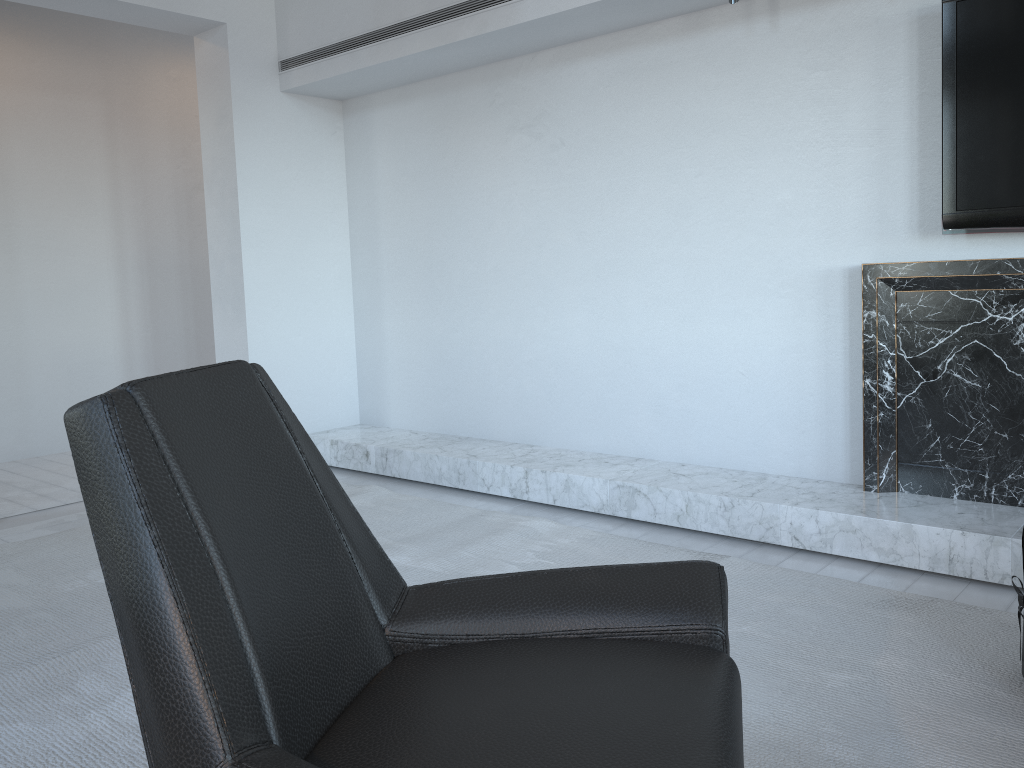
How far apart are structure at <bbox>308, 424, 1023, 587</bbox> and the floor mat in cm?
19

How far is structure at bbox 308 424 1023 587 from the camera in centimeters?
258cm

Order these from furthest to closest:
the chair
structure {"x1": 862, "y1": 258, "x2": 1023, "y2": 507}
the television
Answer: structure {"x1": 862, "y1": 258, "x2": 1023, "y2": 507} → the television → the chair

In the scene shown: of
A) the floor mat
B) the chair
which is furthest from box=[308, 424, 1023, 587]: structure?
the chair

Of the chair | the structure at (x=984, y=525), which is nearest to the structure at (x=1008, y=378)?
the structure at (x=984, y=525)

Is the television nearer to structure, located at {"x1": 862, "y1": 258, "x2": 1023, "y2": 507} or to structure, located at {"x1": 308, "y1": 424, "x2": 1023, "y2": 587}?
structure, located at {"x1": 862, "y1": 258, "x2": 1023, "y2": 507}

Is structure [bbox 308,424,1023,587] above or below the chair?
below

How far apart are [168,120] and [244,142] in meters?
1.7

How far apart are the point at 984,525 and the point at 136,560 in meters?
2.4 m

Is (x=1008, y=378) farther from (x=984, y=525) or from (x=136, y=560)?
(x=136, y=560)
